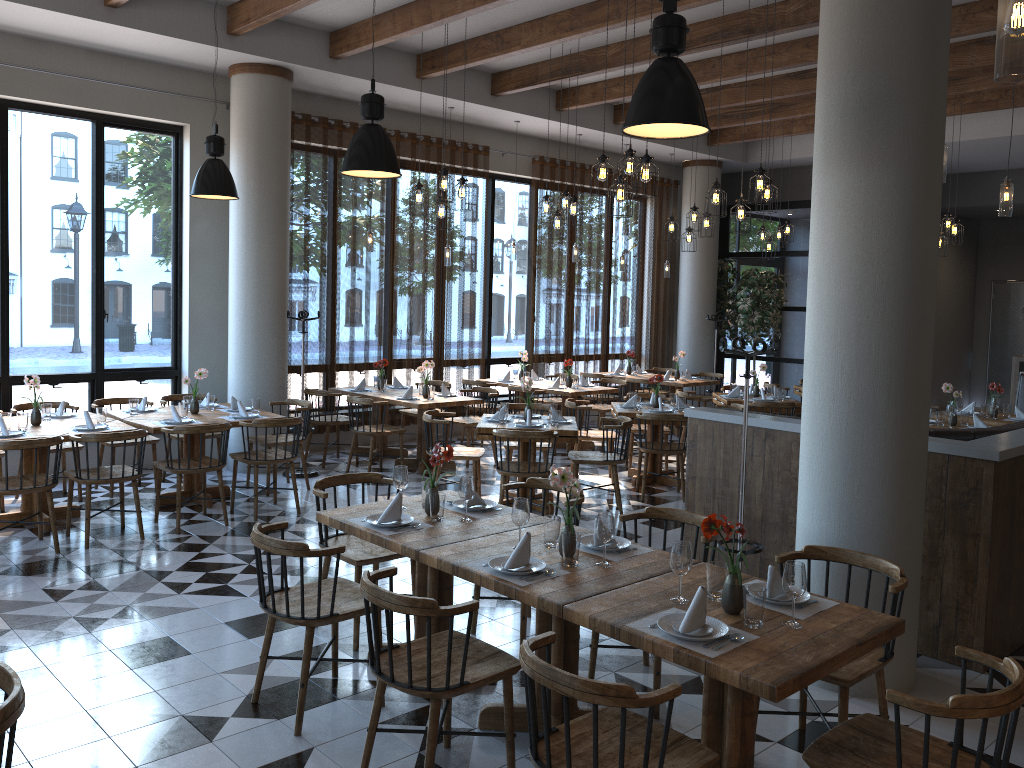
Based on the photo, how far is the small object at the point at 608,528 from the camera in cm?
363

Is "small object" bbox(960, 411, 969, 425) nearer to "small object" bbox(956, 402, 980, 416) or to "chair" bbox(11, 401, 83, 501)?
"small object" bbox(956, 402, 980, 416)

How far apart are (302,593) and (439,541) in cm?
63

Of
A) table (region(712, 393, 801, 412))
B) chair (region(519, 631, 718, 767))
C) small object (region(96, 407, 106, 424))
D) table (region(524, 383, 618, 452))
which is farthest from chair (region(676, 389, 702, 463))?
chair (region(519, 631, 718, 767))

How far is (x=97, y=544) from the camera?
6.4m

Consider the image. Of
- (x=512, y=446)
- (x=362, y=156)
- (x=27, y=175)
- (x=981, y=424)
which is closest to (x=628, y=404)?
(x=512, y=446)

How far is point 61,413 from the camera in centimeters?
728cm

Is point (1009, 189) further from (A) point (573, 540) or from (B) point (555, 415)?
(A) point (573, 540)

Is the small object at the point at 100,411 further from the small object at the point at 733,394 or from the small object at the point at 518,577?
the small object at the point at 733,394

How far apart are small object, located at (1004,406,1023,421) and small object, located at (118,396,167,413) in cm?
834
